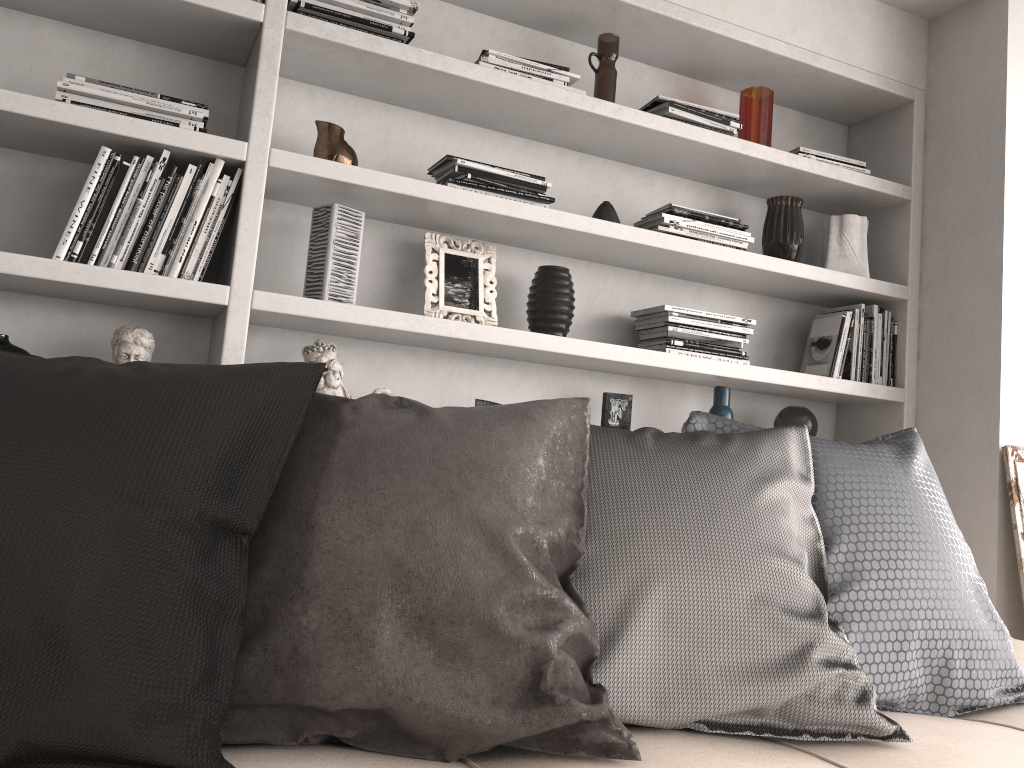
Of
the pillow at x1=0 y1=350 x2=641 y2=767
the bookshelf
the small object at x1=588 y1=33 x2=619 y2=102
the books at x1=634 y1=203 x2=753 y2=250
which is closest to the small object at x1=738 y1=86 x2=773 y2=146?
the bookshelf

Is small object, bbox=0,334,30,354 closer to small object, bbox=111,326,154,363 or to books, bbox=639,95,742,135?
small object, bbox=111,326,154,363

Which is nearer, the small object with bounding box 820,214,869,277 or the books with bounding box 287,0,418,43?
the books with bounding box 287,0,418,43

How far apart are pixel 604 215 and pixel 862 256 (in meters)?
0.95

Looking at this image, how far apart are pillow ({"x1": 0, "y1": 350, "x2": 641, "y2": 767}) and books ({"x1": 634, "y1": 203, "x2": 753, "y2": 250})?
1.3 meters

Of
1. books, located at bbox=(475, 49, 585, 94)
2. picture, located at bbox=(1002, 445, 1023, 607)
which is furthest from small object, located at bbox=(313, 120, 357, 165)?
picture, located at bbox=(1002, 445, 1023, 607)

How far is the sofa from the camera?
0.98m

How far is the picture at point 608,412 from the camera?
2.6m

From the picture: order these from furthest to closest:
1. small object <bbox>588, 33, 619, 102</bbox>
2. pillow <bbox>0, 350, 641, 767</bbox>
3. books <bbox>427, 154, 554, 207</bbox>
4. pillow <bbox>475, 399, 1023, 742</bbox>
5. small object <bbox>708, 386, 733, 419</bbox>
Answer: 1. small object <bbox>708, 386, 733, 419</bbox>
2. small object <bbox>588, 33, 619, 102</bbox>
3. books <bbox>427, 154, 554, 207</bbox>
4. pillow <bbox>475, 399, 1023, 742</bbox>
5. pillow <bbox>0, 350, 641, 767</bbox>

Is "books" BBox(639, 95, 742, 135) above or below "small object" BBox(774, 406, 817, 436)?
above
